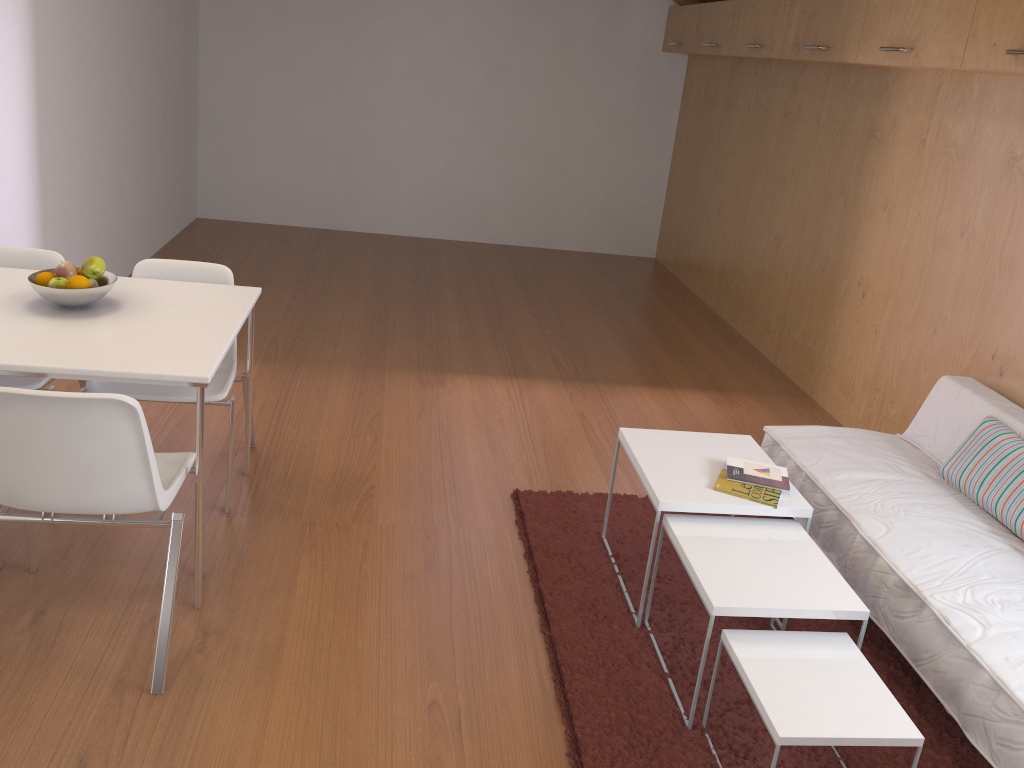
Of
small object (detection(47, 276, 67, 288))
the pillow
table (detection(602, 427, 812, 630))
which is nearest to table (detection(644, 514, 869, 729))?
table (detection(602, 427, 812, 630))

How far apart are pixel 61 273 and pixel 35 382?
0.5 meters

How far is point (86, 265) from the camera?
2.75m

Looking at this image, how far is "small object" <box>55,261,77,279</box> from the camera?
2.74m

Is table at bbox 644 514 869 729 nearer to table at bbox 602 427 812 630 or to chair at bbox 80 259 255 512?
table at bbox 602 427 812 630

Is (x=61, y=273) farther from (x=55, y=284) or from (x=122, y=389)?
(x=122, y=389)

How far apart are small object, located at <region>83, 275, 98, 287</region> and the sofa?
2.5m

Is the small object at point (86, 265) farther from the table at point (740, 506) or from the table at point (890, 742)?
the table at point (890, 742)

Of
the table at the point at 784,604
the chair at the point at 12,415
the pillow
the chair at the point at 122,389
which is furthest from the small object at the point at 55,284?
the pillow

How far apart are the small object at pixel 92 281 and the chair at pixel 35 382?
0.45m
